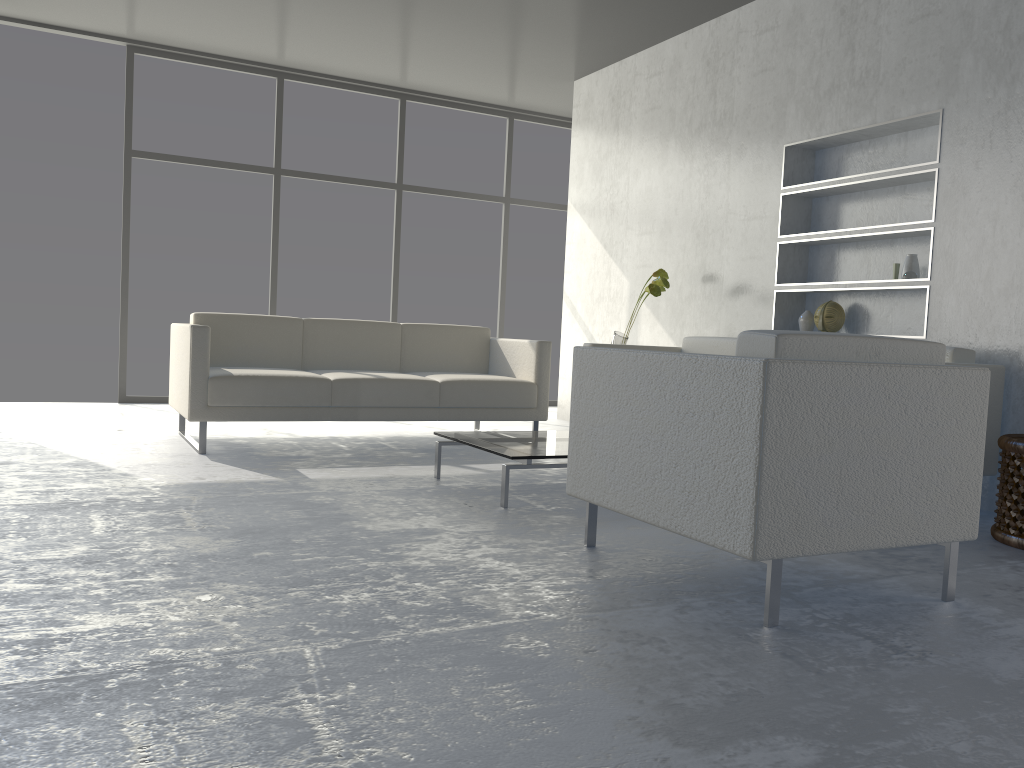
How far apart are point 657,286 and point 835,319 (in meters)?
0.99

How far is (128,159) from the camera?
6.1 meters

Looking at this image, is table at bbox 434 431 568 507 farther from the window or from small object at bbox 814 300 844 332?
the window

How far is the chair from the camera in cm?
193

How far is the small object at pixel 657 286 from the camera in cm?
495

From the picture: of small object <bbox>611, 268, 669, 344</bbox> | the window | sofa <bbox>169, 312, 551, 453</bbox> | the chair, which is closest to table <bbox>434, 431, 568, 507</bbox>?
the chair

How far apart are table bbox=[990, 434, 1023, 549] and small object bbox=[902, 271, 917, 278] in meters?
1.1 m

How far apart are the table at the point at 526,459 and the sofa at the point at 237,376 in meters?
0.8 m

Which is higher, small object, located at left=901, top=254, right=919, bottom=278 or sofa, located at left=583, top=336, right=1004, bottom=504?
small object, located at left=901, top=254, right=919, bottom=278

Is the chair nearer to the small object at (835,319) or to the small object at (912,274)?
the small object at (912,274)
